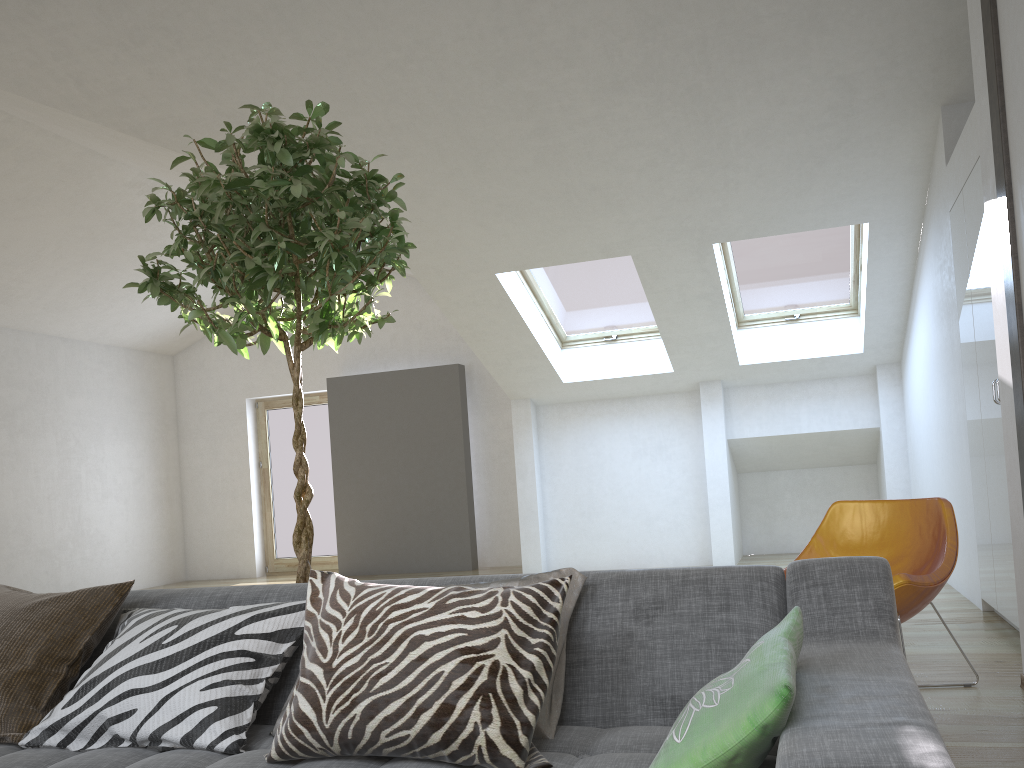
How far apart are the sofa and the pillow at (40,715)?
0.0 meters

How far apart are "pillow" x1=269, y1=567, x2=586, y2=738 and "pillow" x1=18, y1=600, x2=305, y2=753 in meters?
0.5

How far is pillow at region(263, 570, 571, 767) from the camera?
1.5m

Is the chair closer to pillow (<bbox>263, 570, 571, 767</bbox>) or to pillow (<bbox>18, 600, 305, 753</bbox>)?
pillow (<bbox>263, 570, 571, 767</bbox>)

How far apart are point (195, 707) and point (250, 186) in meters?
1.3

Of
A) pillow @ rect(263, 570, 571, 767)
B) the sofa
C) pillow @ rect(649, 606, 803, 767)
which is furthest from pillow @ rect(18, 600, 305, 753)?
pillow @ rect(649, 606, 803, 767)

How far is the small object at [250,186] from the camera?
2.3m

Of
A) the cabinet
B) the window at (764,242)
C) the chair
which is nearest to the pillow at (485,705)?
the chair

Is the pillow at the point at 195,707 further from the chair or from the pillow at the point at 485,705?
the chair

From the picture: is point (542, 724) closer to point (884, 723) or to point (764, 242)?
point (884, 723)
